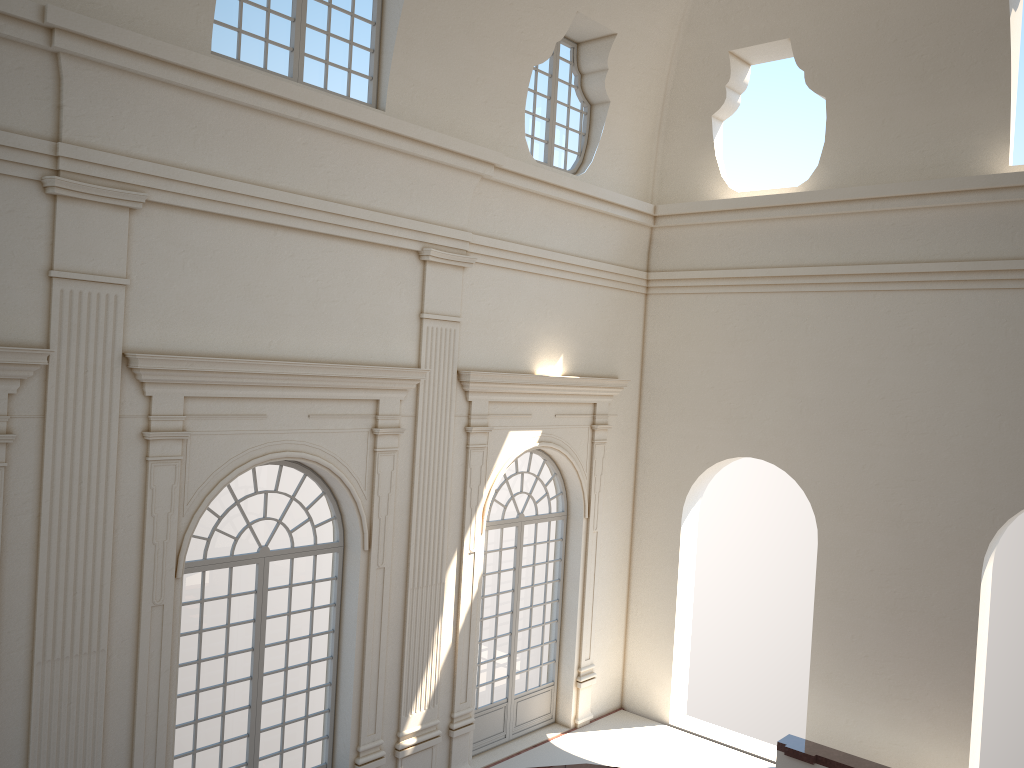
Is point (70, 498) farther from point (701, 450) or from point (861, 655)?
point (861, 655)
